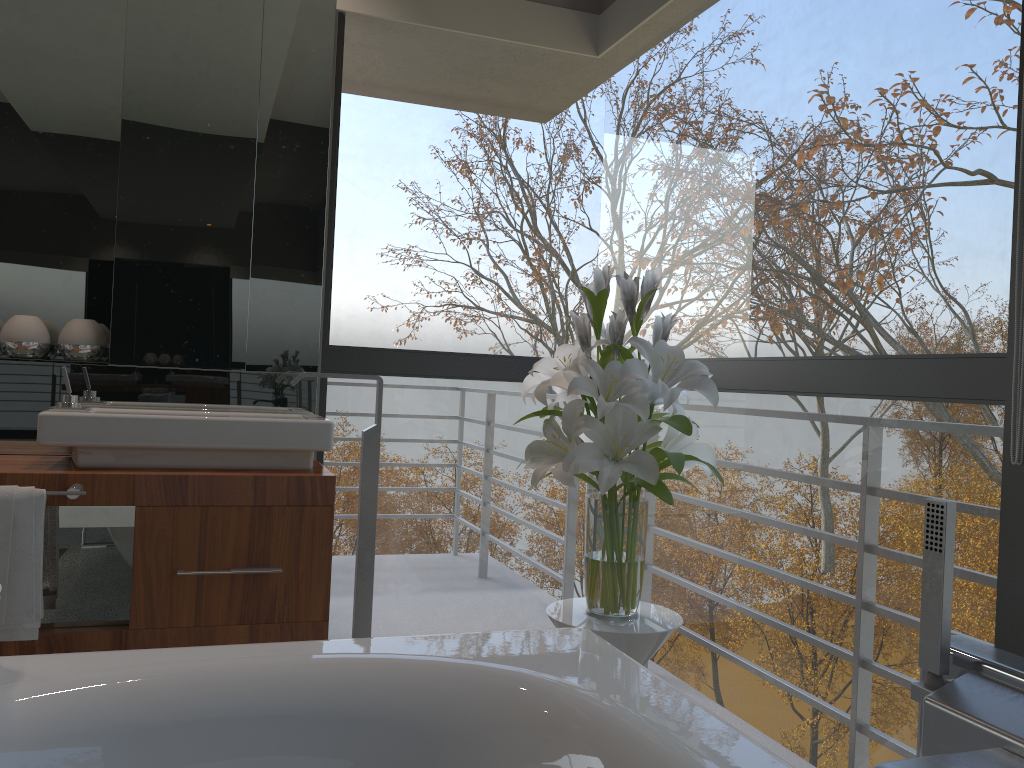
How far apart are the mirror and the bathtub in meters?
1.3 m

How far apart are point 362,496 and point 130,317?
0.9m

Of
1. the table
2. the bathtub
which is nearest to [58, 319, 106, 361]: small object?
the bathtub

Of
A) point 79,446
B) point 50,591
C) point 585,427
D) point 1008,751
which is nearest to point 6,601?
point 50,591

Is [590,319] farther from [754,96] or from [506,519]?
[506,519]

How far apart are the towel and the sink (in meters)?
0.17

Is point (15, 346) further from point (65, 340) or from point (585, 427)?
point (585, 427)

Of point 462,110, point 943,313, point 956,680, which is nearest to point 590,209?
point 943,313

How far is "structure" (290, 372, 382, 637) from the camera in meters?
2.7

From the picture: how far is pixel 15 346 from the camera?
2.6m
